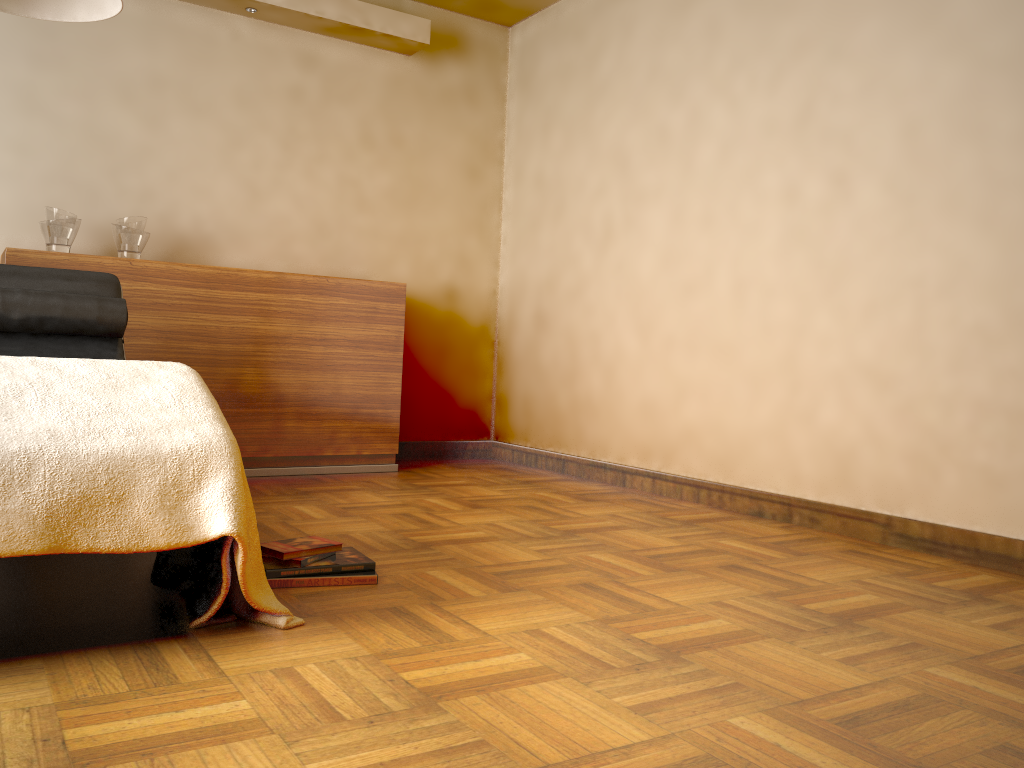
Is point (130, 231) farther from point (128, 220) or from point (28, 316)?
point (28, 316)

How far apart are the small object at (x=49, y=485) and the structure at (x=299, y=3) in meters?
2.6 m

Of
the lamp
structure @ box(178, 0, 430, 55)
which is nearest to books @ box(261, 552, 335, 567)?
the lamp

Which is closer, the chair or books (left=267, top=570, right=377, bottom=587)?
books (left=267, top=570, right=377, bottom=587)

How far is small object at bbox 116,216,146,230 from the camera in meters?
3.6

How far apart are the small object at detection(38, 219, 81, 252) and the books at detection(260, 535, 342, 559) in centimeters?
202cm

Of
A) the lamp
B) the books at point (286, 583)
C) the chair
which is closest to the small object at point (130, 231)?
the chair

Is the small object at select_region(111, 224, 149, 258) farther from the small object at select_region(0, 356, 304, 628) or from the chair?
the small object at select_region(0, 356, 304, 628)

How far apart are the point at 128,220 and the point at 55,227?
0.28m

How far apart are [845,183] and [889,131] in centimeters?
22cm
